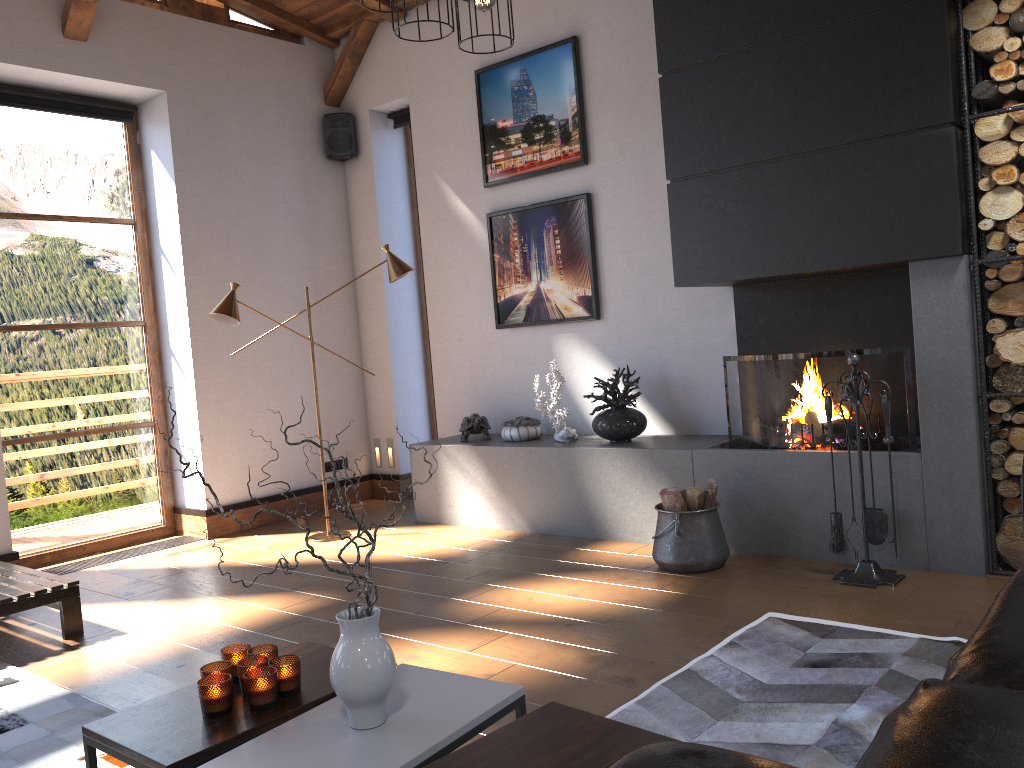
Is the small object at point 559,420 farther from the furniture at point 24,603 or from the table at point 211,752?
the table at point 211,752

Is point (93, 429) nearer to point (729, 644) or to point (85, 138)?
point (85, 138)

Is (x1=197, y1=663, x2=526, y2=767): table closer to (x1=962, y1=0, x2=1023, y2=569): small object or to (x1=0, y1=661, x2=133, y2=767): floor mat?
(x1=0, y1=661, x2=133, y2=767): floor mat

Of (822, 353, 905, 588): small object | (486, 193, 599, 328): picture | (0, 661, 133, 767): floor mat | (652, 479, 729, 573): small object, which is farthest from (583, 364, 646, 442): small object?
(0, 661, 133, 767): floor mat

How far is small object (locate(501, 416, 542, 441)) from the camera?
5.74m

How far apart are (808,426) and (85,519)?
4.71m

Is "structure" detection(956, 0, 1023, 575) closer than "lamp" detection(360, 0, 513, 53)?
No

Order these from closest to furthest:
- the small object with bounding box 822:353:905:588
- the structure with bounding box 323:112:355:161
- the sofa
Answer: the sofa < the small object with bounding box 822:353:905:588 < the structure with bounding box 323:112:355:161

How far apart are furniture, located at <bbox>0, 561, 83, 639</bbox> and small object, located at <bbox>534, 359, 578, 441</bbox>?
2.74m

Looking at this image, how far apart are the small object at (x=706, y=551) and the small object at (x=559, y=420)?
1.0 meters
